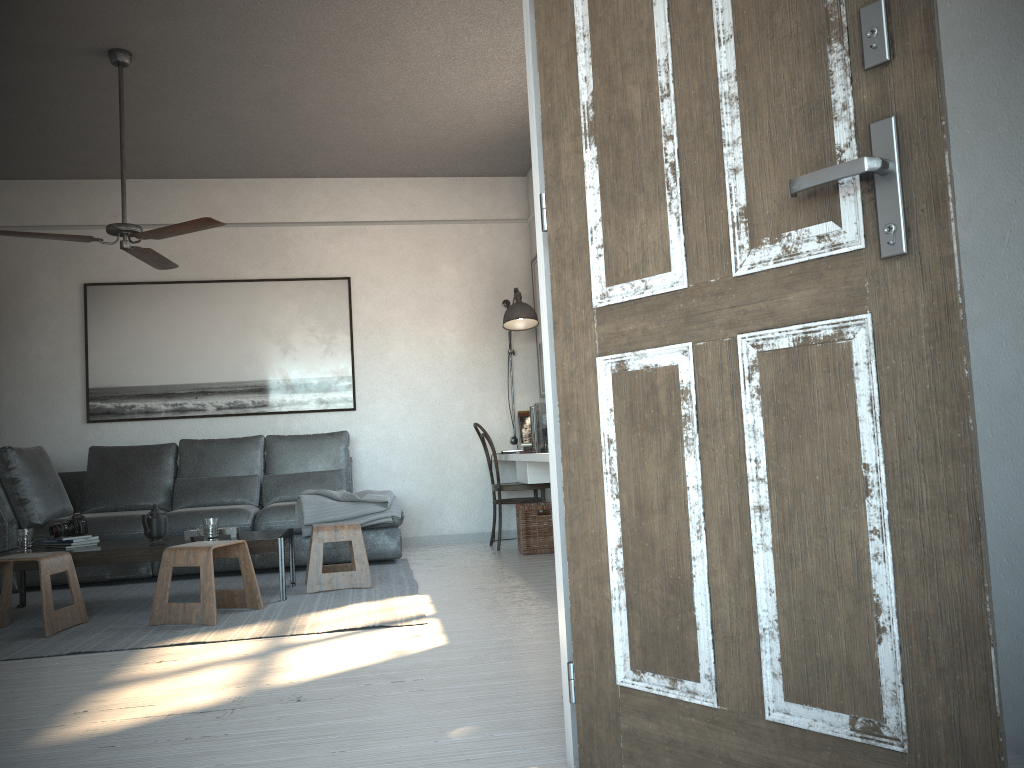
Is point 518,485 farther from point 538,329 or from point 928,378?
point 928,378

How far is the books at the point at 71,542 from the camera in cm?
456

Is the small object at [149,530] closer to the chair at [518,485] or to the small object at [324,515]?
the small object at [324,515]

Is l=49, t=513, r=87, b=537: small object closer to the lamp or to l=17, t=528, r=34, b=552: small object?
l=17, t=528, r=34, b=552: small object

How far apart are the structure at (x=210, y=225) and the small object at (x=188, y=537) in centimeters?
151cm

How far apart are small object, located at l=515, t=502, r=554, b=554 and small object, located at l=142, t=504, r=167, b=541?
2.2 meters

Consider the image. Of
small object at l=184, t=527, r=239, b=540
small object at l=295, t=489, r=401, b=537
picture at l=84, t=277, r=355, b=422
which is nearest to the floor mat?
small object at l=295, t=489, r=401, b=537

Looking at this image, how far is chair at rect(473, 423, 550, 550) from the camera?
6.25m

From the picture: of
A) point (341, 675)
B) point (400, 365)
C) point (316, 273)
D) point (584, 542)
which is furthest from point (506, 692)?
point (316, 273)

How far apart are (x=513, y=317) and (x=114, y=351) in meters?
3.0 m
